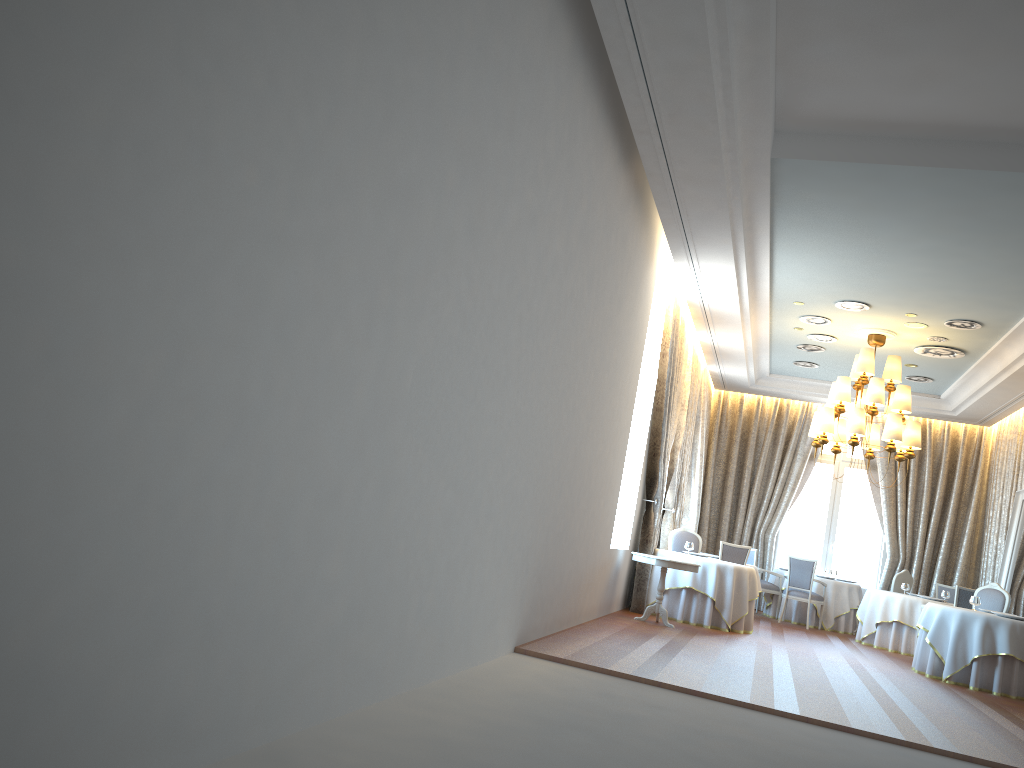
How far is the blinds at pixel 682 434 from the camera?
13.6 meters

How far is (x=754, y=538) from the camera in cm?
1682

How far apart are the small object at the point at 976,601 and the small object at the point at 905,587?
3.1 meters

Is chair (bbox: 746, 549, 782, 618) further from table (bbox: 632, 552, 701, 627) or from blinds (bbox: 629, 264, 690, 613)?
table (bbox: 632, 552, 701, 627)

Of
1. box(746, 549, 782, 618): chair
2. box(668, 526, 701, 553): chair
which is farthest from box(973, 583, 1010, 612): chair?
box(746, 549, 782, 618): chair

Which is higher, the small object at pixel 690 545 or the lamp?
the lamp

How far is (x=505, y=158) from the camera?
4.94m

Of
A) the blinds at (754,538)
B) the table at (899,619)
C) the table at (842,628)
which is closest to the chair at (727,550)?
the table at (899,619)

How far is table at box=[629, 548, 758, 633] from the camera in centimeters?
1114cm

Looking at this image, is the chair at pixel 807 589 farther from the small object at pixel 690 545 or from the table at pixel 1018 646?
the table at pixel 1018 646
